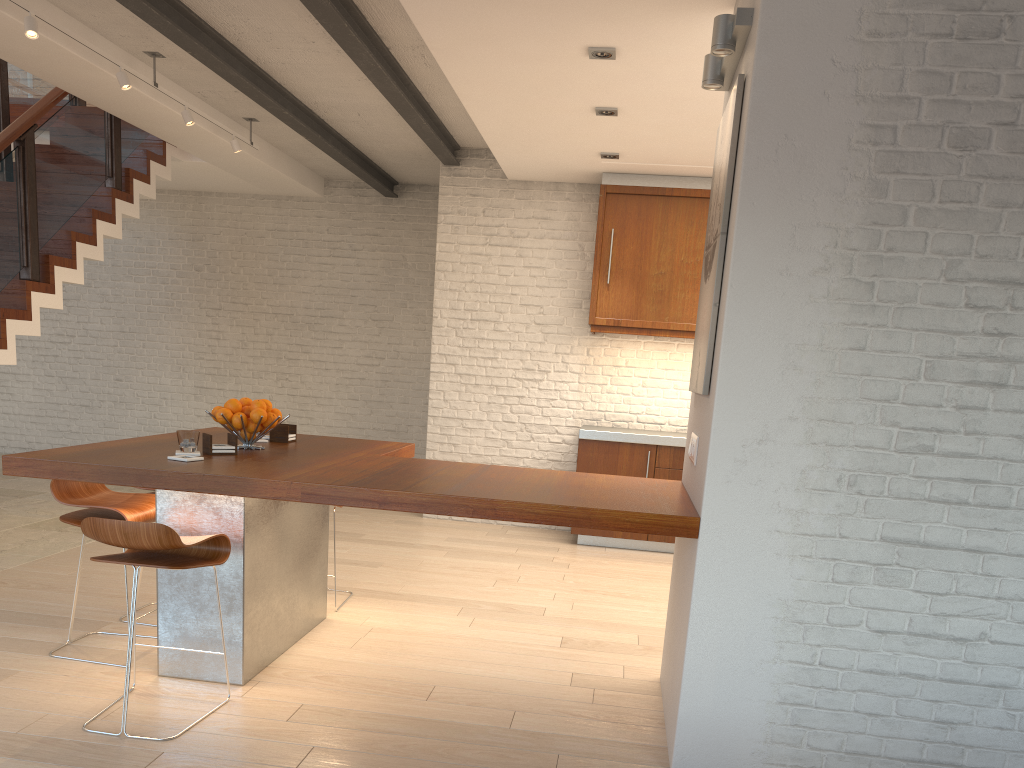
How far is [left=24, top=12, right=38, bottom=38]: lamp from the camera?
4.41m

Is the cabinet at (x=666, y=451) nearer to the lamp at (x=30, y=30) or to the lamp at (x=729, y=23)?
the lamp at (x=729, y=23)

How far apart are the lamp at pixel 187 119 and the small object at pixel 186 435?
3.3m

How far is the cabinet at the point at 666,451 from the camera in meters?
6.7

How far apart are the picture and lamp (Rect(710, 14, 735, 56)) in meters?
0.2

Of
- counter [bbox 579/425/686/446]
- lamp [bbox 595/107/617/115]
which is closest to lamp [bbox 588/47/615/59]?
lamp [bbox 595/107/617/115]

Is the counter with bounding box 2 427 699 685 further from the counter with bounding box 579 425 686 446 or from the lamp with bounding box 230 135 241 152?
the lamp with bounding box 230 135 241 152

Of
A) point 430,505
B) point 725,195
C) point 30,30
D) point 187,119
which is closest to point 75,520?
point 430,505

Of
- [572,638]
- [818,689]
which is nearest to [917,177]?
[818,689]

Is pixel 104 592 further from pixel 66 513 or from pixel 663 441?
pixel 663 441
